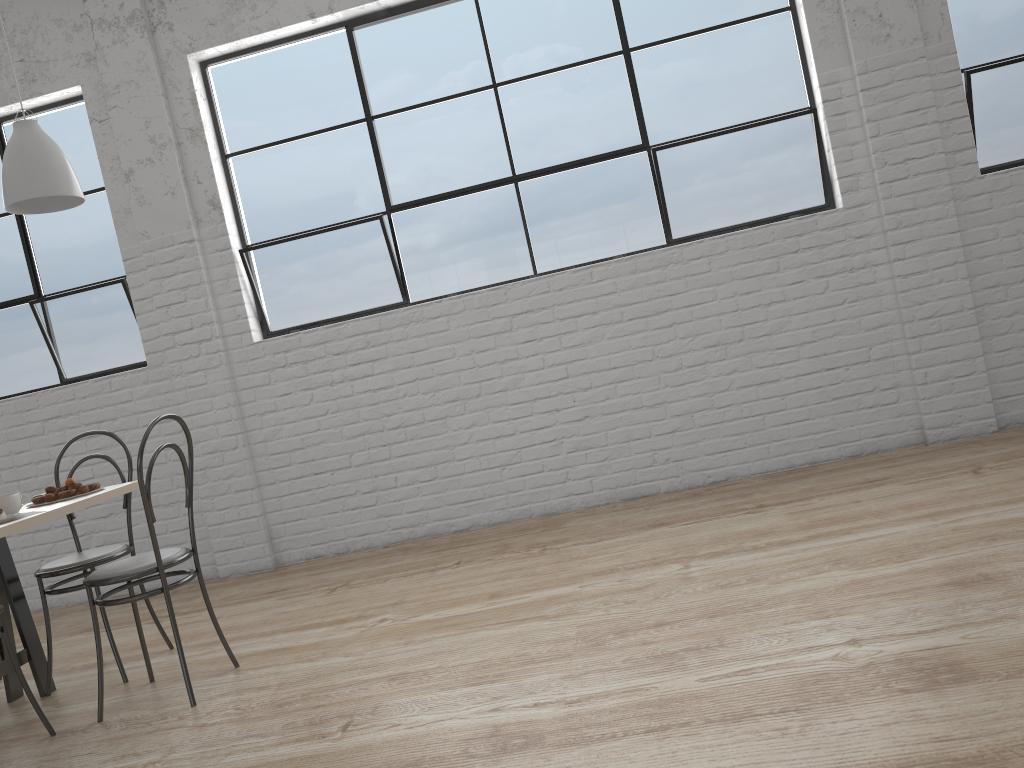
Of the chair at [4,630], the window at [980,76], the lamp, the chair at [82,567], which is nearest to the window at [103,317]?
the chair at [82,567]

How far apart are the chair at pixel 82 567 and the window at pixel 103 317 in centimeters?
112cm

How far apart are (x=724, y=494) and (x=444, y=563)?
1.01m

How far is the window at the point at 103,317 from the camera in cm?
365

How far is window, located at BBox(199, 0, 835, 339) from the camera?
3.30m

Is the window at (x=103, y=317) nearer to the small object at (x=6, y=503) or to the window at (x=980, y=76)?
the small object at (x=6, y=503)

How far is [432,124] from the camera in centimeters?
348cm

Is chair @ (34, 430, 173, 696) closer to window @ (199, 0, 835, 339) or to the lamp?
the lamp

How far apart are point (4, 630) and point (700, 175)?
2.63m

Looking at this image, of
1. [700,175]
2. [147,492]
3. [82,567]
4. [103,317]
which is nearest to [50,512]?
[147,492]
